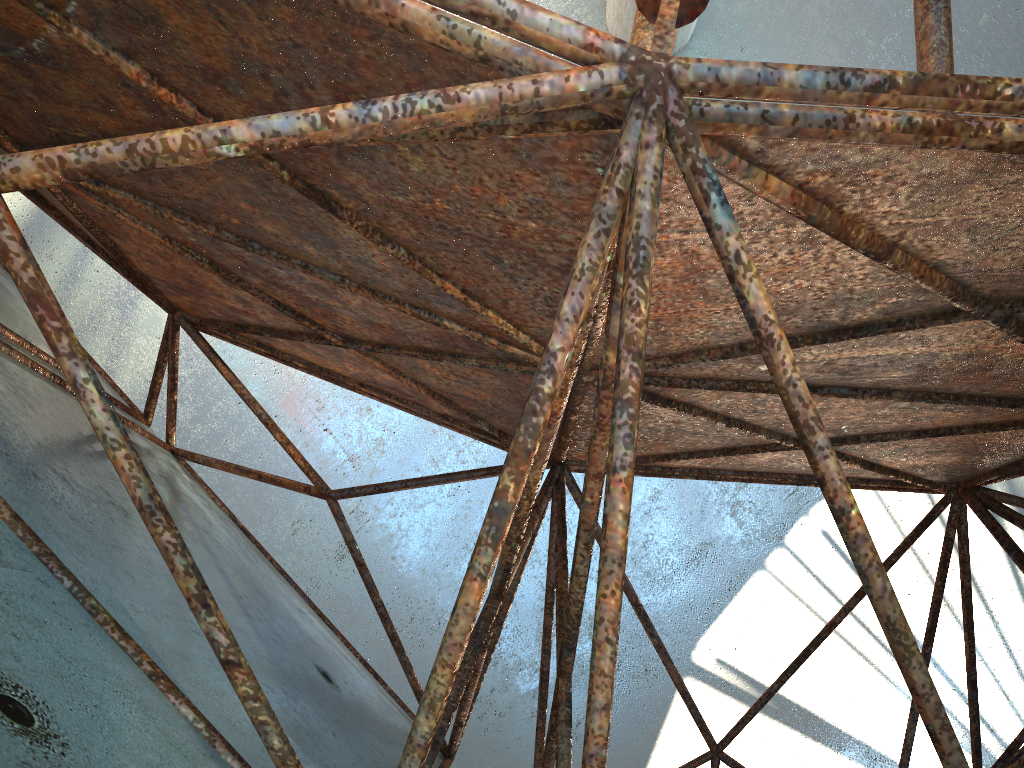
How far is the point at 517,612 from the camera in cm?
1836
